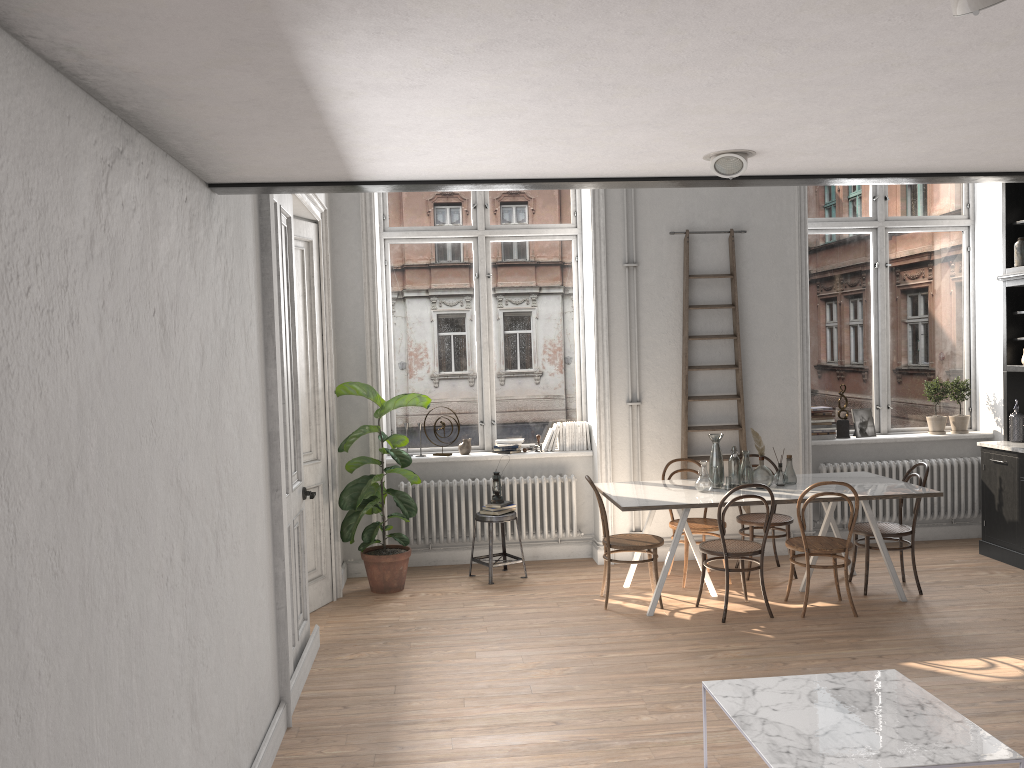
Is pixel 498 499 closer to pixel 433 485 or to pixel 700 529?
pixel 433 485

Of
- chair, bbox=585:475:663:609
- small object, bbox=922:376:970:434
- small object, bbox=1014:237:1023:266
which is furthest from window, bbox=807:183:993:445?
chair, bbox=585:475:663:609

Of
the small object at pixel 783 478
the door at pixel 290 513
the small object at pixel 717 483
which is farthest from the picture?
the door at pixel 290 513

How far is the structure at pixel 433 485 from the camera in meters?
7.5

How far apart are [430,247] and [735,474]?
3.3m

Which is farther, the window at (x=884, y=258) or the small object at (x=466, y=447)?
the window at (x=884, y=258)

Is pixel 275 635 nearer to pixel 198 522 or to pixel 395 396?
pixel 198 522

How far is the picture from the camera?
8.0 meters

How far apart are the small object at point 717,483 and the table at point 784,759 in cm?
269

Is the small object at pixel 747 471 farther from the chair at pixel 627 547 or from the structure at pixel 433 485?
the structure at pixel 433 485
